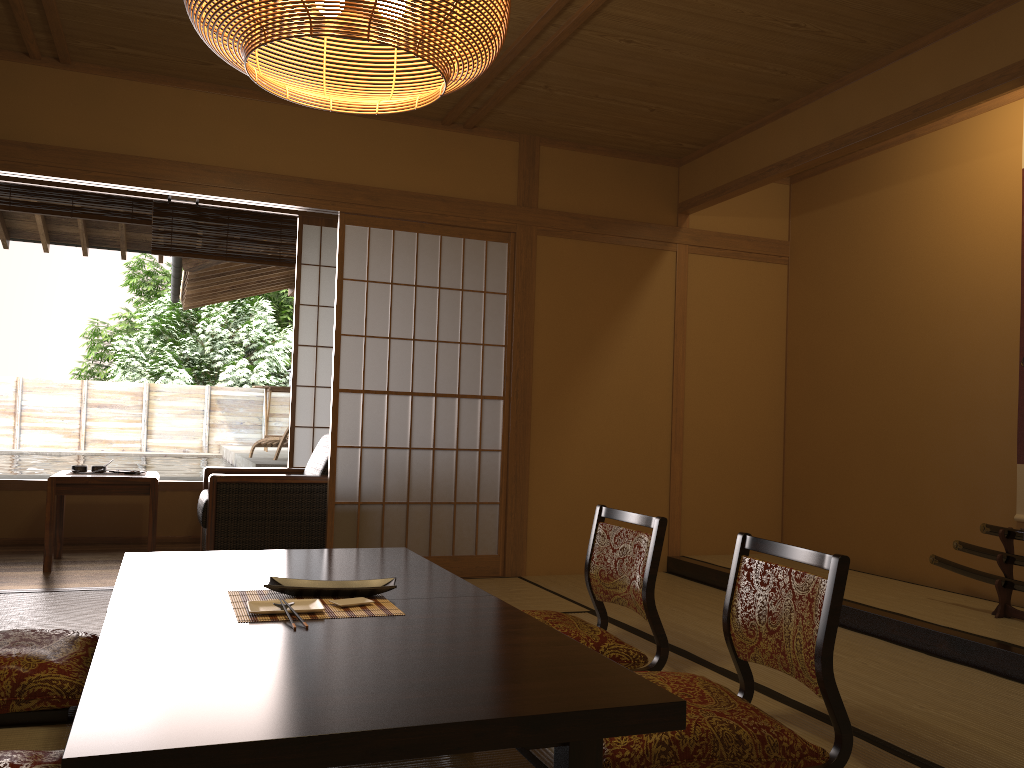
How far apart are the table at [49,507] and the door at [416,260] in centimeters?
101cm

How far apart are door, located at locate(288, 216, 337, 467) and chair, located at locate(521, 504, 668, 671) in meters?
3.3

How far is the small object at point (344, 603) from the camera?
2.3 meters

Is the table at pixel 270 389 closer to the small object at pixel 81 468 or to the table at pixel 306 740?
the small object at pixel 81 468

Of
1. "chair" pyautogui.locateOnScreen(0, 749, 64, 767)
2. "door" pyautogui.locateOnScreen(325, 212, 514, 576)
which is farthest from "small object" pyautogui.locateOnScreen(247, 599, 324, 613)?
"door" pyautogui.locateOnScreen(325, 212, 514, 576)

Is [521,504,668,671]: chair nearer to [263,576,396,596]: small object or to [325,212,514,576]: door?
[263,576,396,596]: small object

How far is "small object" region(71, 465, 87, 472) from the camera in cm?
496

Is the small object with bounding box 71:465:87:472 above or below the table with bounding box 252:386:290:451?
below

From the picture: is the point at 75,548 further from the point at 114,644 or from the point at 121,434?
the point at 121,434

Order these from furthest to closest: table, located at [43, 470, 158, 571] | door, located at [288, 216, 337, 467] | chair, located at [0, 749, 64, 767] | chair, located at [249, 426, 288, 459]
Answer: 1. chair, located at [249, 426, 288, 459]
2. door, located at [288, 216, 337, 467]
3. table, located at [43, 470, 158, 571]
4. chair, located at [0, 749, 64, 767]
